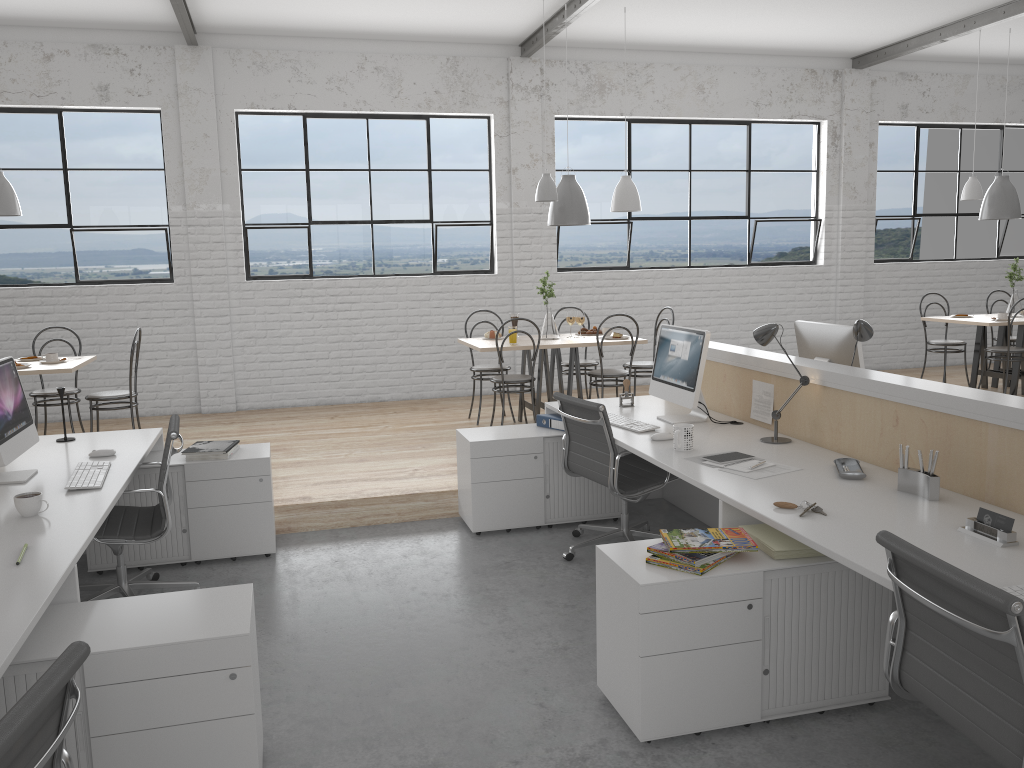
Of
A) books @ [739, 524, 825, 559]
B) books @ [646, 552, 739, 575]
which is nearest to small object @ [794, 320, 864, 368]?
books @ [739, 524, 825, 559]

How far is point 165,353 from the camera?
6.1 meters

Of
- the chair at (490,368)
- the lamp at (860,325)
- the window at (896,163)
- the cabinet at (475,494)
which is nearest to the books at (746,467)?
the lamp at (860,325)

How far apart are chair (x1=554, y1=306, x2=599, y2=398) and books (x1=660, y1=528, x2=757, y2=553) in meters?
3.4

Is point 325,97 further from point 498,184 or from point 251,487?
point 251,487

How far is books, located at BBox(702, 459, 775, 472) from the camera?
2.7 meters

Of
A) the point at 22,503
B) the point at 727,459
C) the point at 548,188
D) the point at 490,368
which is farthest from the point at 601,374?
the point at 22,503

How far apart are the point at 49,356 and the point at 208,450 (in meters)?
1.83

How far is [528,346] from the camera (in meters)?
5.00

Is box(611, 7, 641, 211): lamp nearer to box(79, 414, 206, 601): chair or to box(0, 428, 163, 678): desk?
box(0, 428, 163, 678): desk
